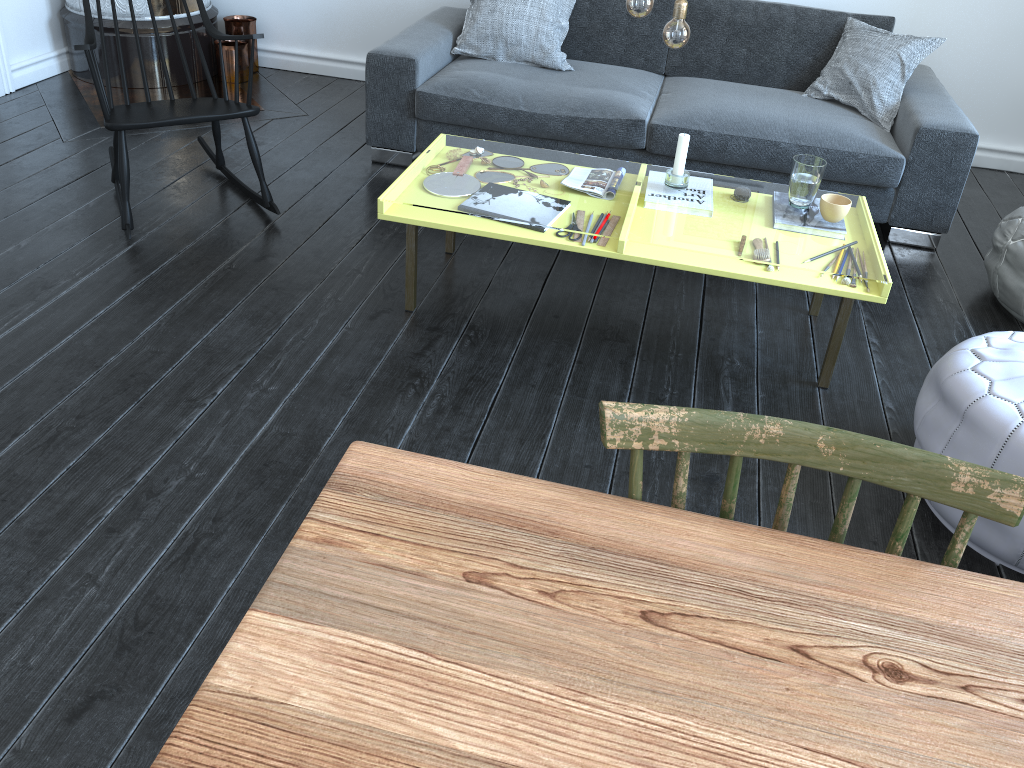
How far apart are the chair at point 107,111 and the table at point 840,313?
A: 0.7m

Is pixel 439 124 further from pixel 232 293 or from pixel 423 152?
pixel 232 293

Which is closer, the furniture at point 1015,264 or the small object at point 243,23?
the furniture at point 1015,264

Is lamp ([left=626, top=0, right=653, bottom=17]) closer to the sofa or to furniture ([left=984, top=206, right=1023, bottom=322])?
the sofa

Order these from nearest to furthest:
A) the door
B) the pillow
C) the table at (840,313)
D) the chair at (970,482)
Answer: the chair at (970,482)
the table at (840,313)
the pillow
the door

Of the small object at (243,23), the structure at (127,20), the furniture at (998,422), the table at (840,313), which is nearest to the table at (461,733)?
the furniture at (998,422)

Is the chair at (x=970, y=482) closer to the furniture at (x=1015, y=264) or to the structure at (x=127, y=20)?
the furniture at (x=1015, y=264)

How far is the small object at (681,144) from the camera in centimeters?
260cm

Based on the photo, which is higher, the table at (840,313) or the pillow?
the pillow

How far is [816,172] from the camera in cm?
253
